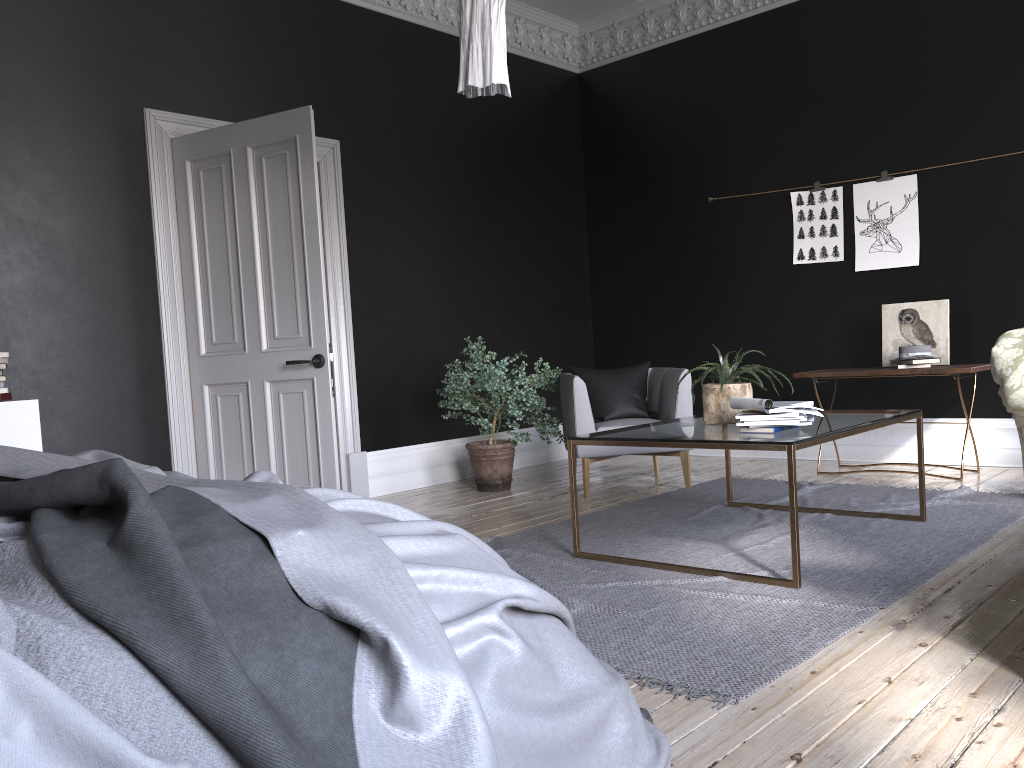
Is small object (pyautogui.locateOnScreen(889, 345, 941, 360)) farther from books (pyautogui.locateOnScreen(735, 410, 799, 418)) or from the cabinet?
the cabinet

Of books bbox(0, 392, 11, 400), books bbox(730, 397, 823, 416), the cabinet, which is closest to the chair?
books bbox(730, 397, 823, 416)

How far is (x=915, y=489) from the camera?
5.3m

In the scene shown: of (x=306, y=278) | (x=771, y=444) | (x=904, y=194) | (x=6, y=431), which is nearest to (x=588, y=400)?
(x=306, y=278)

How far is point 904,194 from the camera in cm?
637

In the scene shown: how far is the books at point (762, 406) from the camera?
3.72m

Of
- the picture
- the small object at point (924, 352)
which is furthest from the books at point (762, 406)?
the picture

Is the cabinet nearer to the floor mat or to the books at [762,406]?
the floor mat

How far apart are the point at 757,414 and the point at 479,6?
1.96m

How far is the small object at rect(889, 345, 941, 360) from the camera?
5.8 meters
